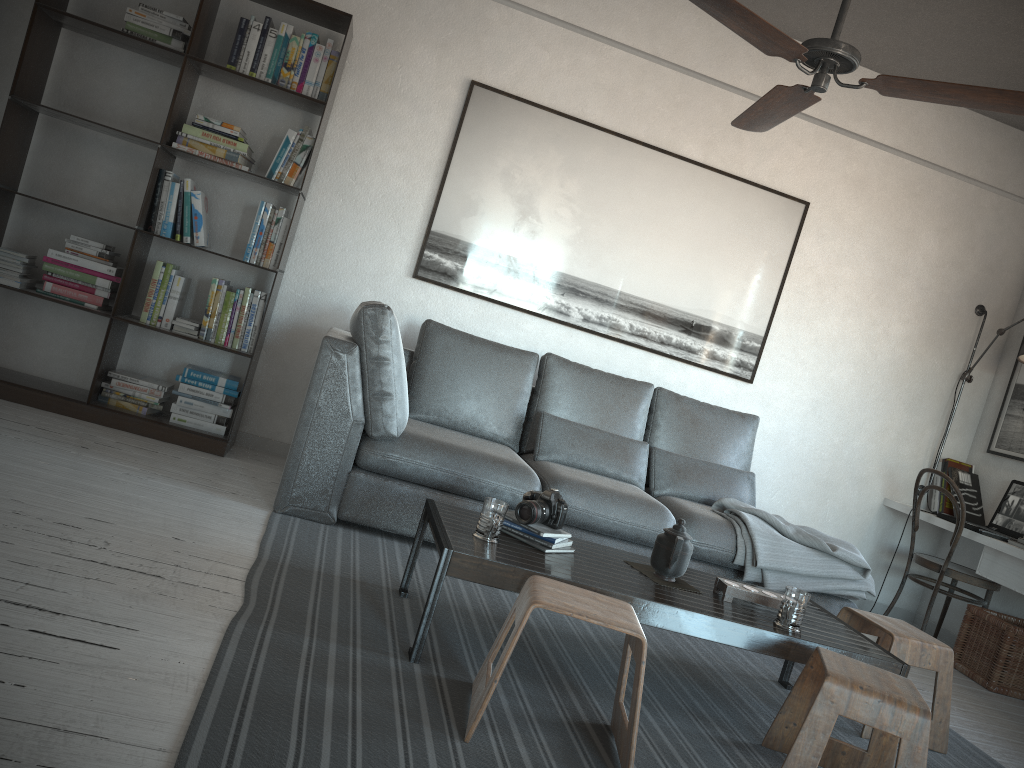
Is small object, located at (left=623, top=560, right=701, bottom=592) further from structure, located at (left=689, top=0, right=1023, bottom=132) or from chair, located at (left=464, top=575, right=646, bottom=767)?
structure, located at (left=689, top=0, right=1023, bottom=132)

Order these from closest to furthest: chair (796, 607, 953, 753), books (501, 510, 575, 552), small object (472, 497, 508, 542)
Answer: small object (472, 497, 508, 542)
books (501, 510, 575, 552)
chair (796, 607, 953, 753)

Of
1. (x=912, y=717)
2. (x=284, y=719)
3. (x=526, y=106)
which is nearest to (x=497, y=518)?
(x=284, y=719)

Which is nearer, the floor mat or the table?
the floor mat

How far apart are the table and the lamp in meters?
2.4 m

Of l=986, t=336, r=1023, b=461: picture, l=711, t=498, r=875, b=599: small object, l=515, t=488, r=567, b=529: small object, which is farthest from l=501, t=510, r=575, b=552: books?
l=986, t=336, r=1023, b=461: picture

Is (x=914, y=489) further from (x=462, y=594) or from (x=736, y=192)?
(x=462, y=594)

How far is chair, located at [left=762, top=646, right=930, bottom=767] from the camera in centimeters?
213cm

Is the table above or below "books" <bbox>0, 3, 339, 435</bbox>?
below

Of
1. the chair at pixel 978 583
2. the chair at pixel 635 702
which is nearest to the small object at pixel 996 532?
the chair at pixel 978 583
